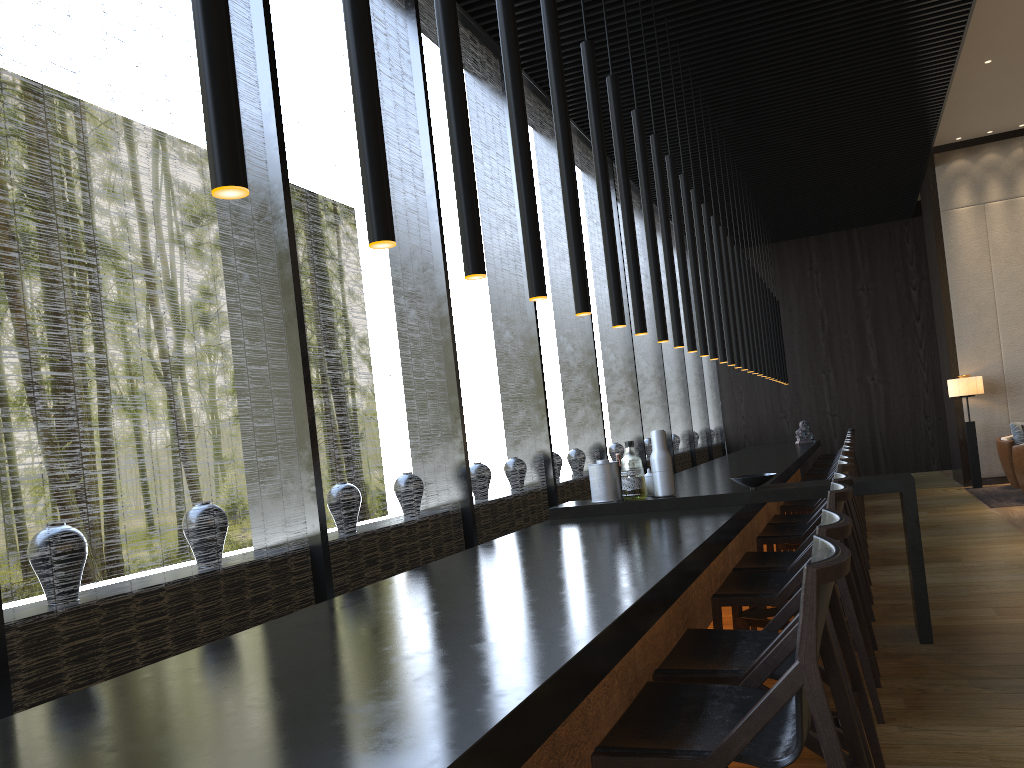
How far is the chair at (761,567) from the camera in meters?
3.7

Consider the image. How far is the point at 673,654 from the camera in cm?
245

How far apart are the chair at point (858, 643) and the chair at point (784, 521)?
1.80m

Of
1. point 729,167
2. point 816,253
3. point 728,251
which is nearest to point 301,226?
point 816,253

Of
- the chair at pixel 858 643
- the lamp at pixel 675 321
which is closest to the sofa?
the lamp at pixel 675 321

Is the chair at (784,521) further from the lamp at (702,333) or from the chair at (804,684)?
the chair at (804,684)

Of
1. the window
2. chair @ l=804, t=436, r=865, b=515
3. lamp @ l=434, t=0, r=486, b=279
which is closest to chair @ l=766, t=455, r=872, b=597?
the window

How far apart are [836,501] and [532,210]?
1.5m

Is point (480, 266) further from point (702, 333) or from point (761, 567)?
point (702, 333)

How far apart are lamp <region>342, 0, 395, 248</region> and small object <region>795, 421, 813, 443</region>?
11.05m
